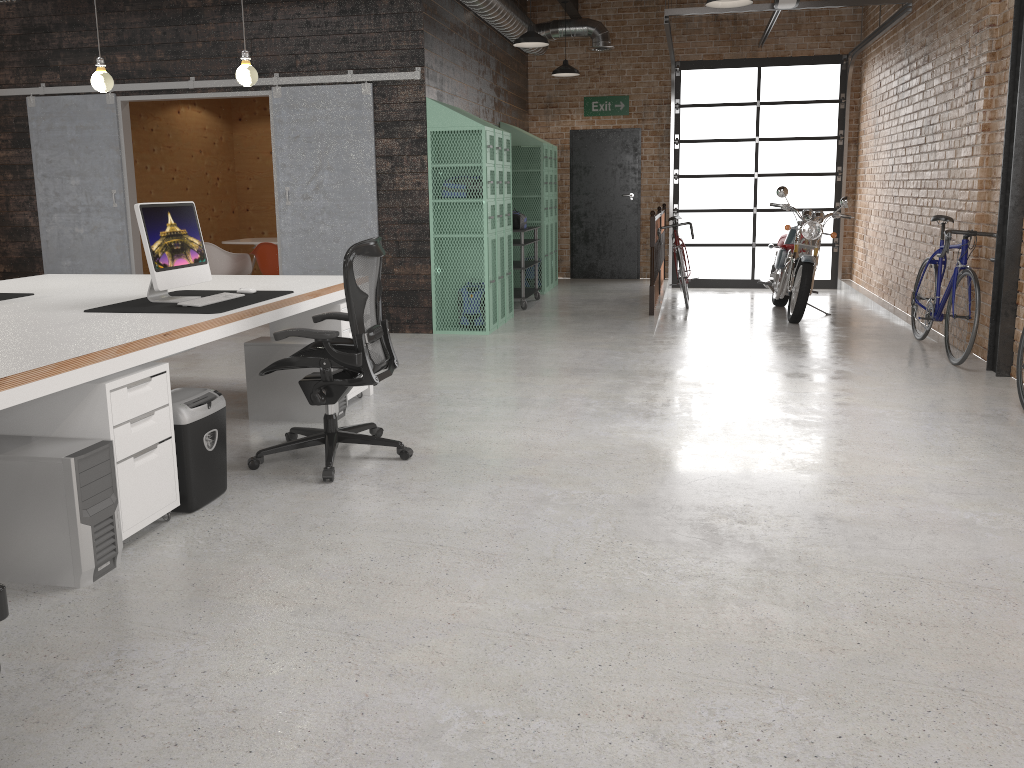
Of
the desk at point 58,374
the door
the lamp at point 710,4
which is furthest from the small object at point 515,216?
the desk at point 58,374

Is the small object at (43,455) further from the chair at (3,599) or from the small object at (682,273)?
the small object at (682,273)

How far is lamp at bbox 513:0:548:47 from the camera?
8.5m

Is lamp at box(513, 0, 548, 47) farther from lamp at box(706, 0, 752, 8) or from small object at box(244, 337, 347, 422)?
small object at box(244, 337, 347, 422)

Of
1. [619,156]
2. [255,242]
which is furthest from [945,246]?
[255,242]

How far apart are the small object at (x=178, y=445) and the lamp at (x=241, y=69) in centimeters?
200cm

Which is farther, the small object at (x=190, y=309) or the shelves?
the shelves

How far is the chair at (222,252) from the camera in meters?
9.5

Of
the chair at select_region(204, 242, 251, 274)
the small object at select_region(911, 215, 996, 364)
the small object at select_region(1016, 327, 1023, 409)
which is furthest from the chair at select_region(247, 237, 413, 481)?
the chair at select_region(204, 242, 251, 274)

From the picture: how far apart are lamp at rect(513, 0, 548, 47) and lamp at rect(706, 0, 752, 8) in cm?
205
